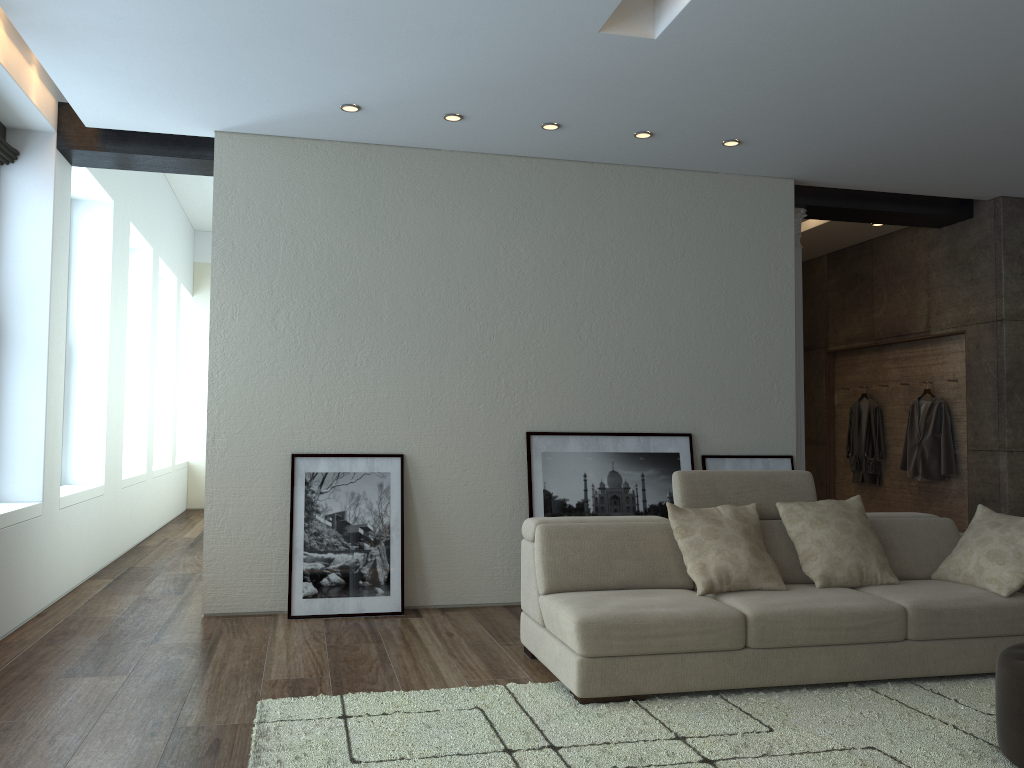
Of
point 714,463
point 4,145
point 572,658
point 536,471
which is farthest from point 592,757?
point 4,145

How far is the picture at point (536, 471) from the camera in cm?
584

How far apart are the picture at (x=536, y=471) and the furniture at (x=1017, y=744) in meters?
2.8 m

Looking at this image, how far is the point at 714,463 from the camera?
6.2m

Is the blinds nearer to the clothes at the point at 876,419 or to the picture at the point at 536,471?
the picture at the point at 536,471

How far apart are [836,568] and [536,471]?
2.1m

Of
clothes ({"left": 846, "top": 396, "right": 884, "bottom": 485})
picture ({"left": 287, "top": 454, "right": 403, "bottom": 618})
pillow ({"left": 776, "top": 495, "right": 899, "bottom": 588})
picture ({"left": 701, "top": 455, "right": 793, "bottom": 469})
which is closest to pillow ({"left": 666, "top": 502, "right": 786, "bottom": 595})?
pillow ({"left": 776, "top": 495, "right": 899, "bottom": 588})

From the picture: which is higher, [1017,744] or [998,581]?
[998,581]

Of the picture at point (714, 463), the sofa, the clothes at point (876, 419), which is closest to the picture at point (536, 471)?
the picture at point (714, 463)

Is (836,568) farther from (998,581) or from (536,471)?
(536,471)
